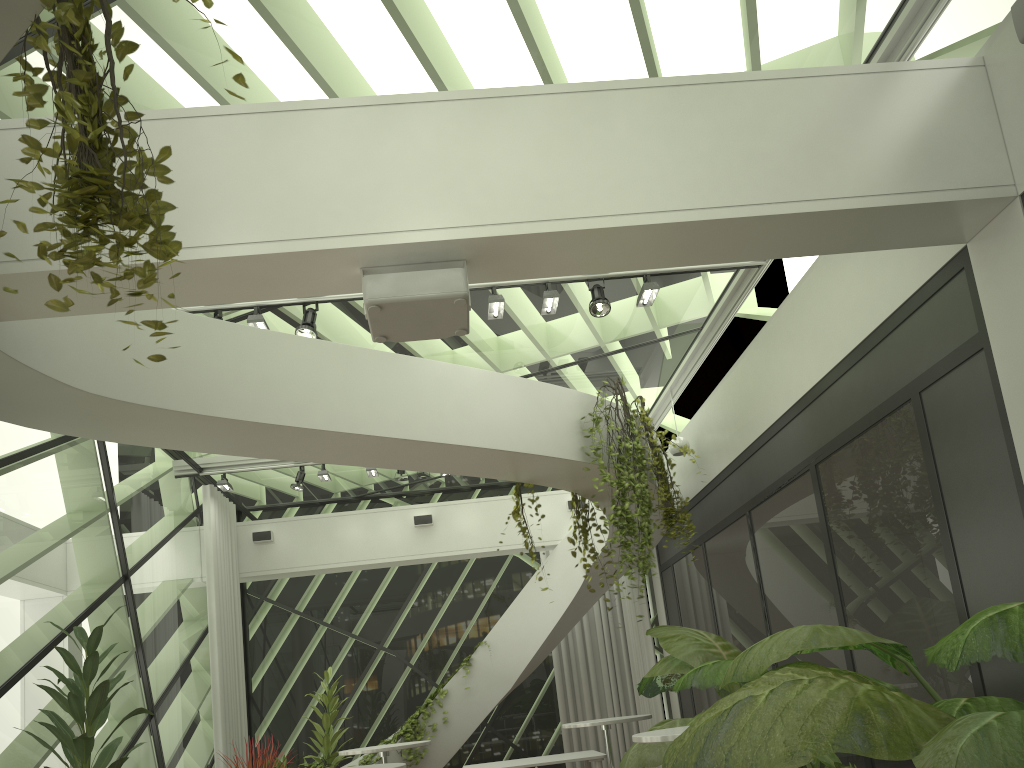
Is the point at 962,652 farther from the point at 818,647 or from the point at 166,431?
the point at 166,431

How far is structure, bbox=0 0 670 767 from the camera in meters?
4.5

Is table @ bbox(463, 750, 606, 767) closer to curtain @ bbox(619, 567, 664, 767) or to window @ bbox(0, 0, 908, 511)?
curtain @ bbox(619, 567, 664, 767)

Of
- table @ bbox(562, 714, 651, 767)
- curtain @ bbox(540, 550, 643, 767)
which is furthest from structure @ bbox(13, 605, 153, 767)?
curtain @ bbox(540, 550, 643, 767)

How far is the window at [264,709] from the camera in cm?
1192

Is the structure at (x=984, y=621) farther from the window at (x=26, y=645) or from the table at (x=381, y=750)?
the window at (x=26, y=645)

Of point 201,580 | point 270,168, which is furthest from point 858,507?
point 201,580

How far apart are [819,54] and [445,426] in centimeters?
325cm

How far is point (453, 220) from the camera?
3.8m

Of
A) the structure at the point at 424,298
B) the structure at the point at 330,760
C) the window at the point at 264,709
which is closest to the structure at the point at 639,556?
the structure at the point at 424,298
